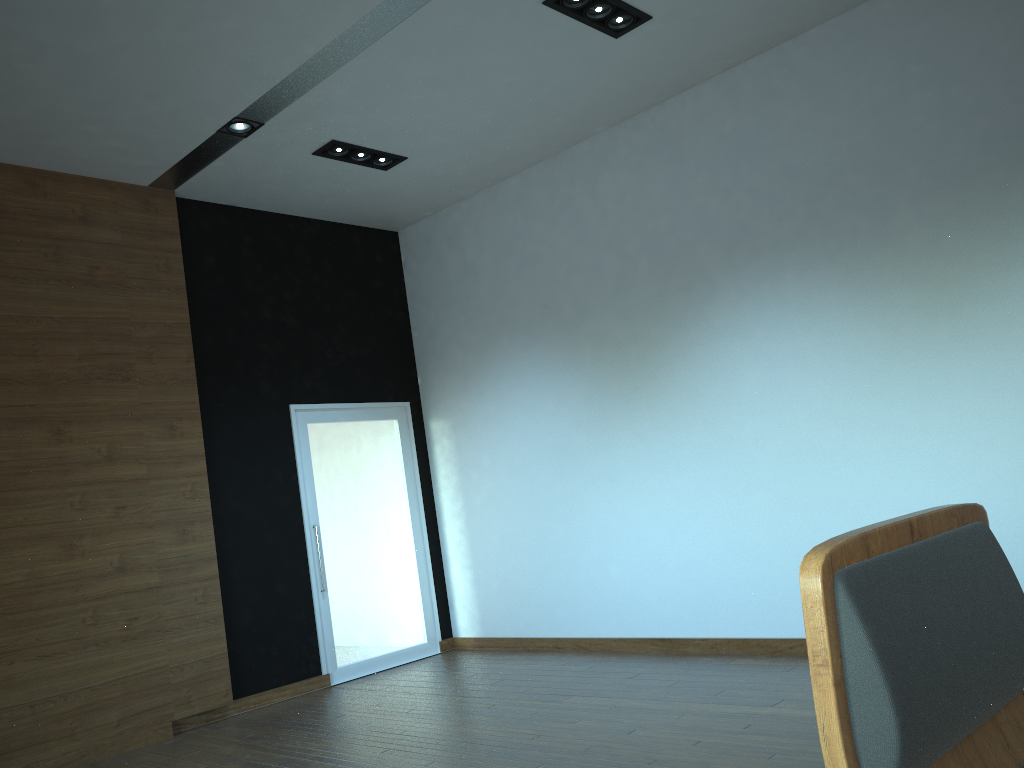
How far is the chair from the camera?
0.69m

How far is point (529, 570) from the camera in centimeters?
695cm

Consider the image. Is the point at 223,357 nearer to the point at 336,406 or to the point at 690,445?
the point at 336,406

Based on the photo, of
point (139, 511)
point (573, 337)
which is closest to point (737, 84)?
point (573, 337)

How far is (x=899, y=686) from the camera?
0.7m

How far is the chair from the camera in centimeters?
69cm
